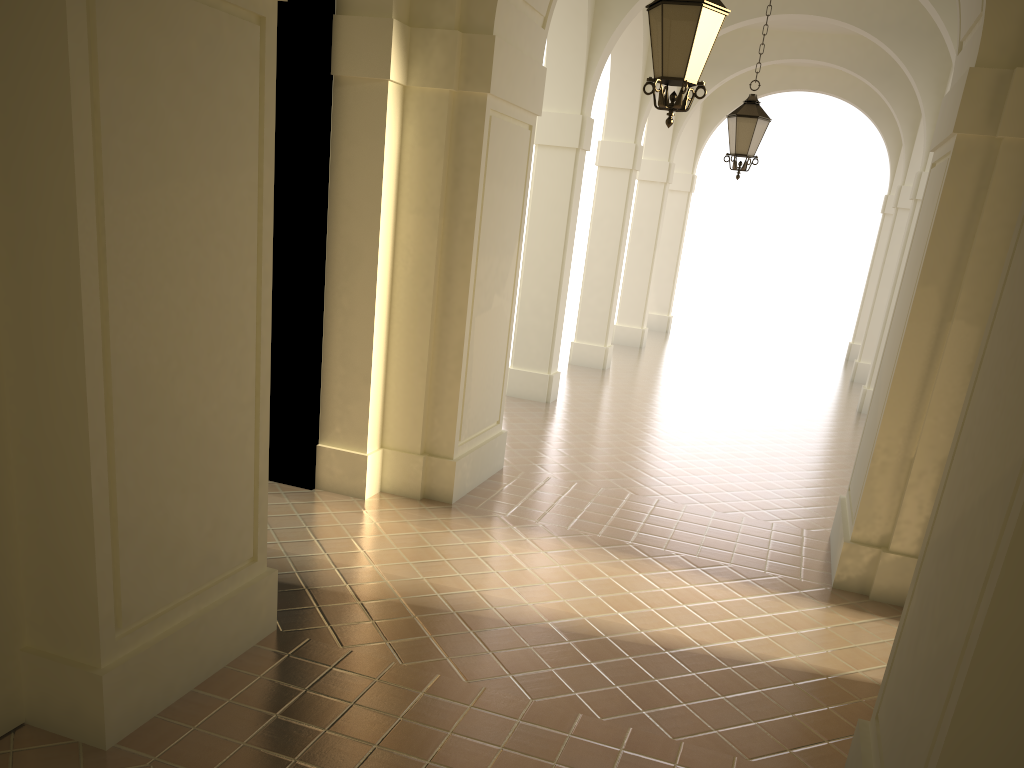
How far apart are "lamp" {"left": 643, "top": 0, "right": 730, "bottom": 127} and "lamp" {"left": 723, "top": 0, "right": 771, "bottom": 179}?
4.7 meters

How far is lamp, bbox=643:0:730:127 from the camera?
5.4 meters

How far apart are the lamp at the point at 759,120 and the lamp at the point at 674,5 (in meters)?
4.69

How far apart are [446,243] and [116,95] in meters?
4.4 m

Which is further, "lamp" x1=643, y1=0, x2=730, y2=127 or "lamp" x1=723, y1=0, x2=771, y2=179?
"lamp" x1=723, y1=0, x2=771, y2=179

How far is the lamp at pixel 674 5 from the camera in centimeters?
539cm

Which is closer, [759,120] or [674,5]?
[674,5]

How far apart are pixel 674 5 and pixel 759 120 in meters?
5.1 m

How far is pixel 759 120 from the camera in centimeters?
1010cm
